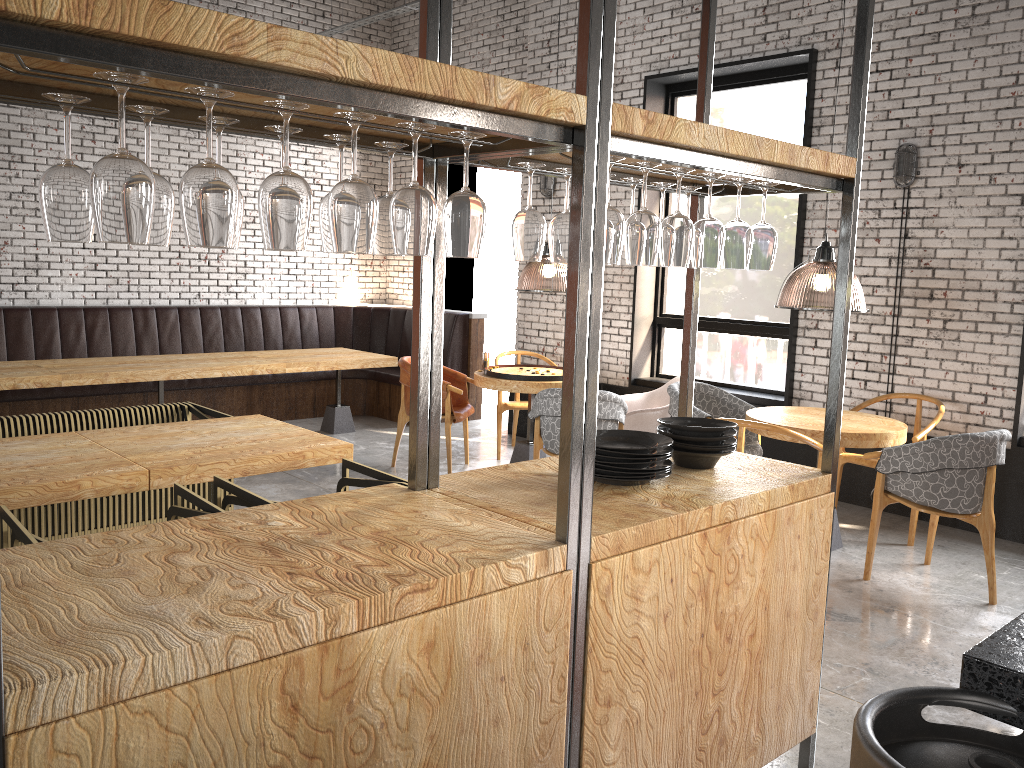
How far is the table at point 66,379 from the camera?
6.5 meters

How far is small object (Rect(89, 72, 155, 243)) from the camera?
1.4m

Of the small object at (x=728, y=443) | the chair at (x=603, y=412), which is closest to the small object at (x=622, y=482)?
the small object at (x=728, y=443)

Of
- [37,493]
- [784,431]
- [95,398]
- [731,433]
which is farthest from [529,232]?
[95,398]

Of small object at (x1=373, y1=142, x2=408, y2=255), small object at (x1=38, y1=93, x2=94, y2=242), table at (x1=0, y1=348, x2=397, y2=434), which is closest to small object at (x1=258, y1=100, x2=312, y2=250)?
small object at (x1=38, y1=93, x2=94, y2=242)

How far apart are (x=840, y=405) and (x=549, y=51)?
6.2m

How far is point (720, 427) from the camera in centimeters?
276cm

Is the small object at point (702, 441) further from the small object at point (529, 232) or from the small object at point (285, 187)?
the small object at point (285, 187)

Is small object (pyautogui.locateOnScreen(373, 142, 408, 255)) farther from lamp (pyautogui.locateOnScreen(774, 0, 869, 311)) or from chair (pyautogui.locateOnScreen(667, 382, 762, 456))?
chair (pyautogui.locateOnScreen(667, 382, 762, 456))

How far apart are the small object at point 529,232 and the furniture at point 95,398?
6.4m
